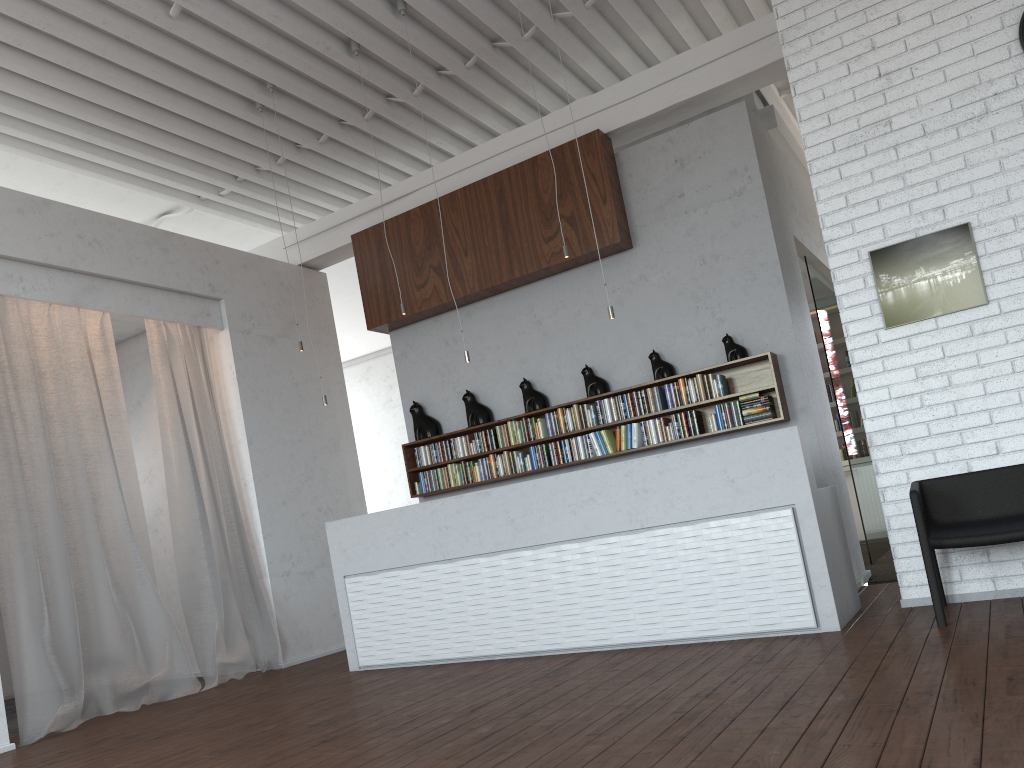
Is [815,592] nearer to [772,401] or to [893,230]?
[772,401]
